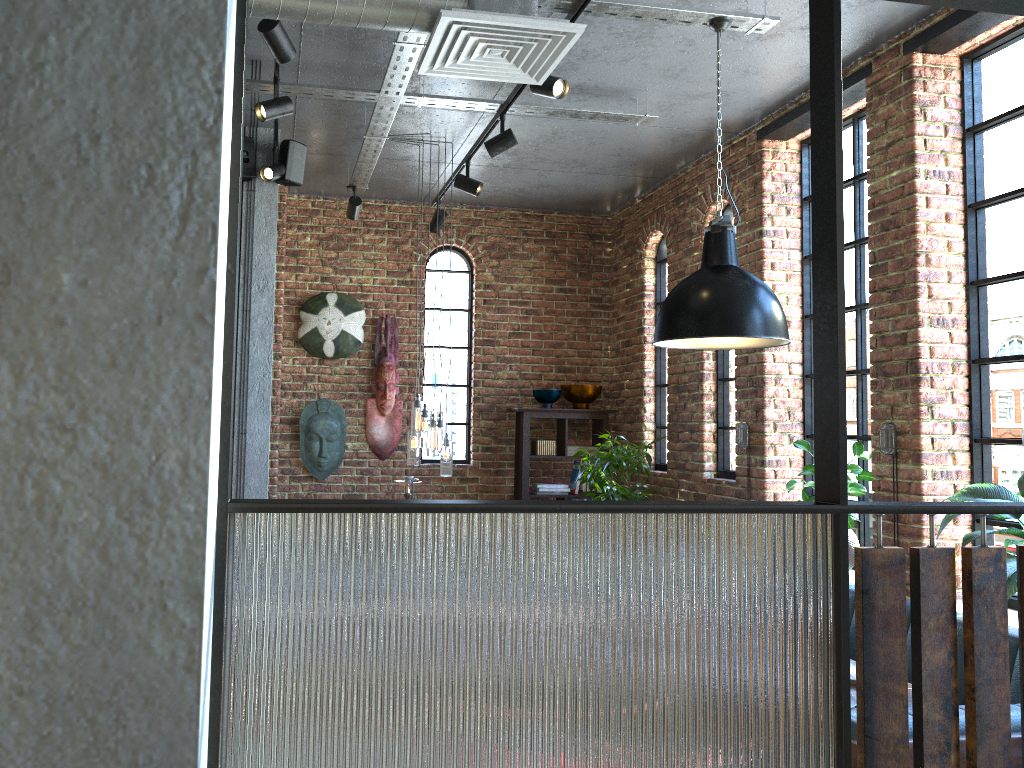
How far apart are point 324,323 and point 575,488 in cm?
233

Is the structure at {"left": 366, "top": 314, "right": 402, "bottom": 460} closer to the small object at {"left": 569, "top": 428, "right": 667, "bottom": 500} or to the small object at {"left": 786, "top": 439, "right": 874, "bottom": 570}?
the small object at {"left": 569, "top": 428, "right": 667, "bottom": 500}

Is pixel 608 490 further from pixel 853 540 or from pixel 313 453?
pixel 313 453

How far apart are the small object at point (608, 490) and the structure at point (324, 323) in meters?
2.0 m

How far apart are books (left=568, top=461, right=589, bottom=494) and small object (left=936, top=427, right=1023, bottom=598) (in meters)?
3.61

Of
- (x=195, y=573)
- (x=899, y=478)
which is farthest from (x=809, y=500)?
(x=195, y=573)

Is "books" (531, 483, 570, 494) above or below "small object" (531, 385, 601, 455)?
below

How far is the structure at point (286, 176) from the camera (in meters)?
5.13

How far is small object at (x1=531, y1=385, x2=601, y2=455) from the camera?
6.9m

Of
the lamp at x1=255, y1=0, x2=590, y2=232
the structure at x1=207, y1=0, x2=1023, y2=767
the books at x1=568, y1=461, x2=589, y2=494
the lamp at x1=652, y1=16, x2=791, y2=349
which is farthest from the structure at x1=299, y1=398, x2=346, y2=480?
the structure at x1=207, y1=0, x2=1023, y2=767
